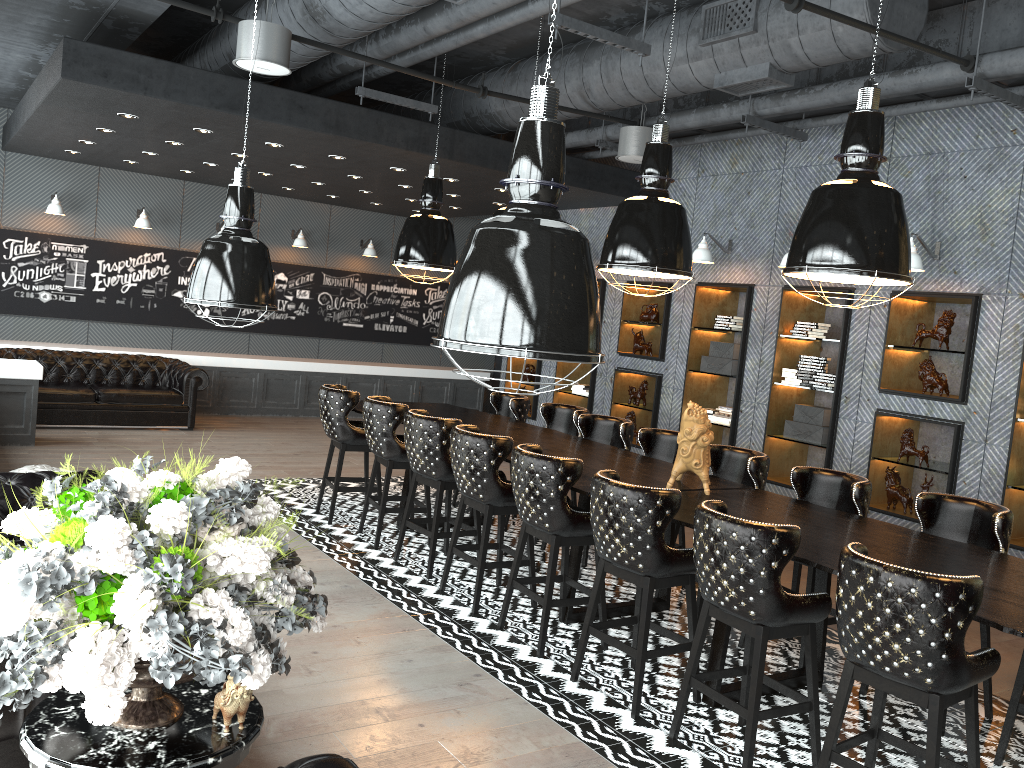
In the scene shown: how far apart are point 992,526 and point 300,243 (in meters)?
10.82

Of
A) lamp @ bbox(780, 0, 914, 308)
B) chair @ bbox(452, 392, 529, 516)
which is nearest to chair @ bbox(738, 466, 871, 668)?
lamp @ bbox(780, 0, 914, 308)

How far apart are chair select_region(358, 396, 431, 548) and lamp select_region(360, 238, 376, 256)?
7.4 meters

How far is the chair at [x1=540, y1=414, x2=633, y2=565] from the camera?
6.86m

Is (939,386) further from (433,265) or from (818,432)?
(433,265)

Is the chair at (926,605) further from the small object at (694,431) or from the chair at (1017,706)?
the small object at (694,431)

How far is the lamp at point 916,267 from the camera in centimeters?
671cm

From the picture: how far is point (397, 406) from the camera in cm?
655

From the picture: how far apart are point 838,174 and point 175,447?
7.4m

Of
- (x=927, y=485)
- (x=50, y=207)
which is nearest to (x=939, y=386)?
(x=927, y=485)
